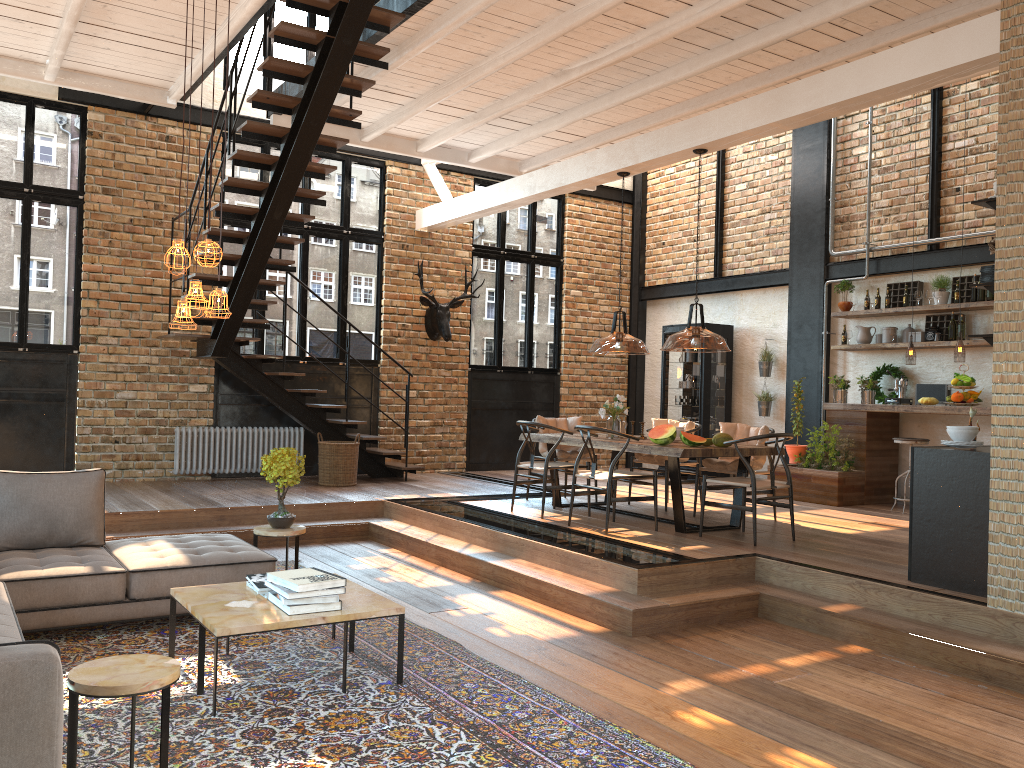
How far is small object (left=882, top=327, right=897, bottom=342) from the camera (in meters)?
9.99

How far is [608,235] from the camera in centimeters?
1367cm

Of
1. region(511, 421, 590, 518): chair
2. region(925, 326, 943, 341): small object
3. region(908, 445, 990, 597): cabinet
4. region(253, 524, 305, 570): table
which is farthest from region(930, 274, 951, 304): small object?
region(253, 524, 305, 570): table

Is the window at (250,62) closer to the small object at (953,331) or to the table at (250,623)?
the table at (250,623)

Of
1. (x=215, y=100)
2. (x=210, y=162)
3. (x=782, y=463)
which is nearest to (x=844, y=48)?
(x=782, y=463)

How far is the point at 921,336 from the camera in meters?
9.7

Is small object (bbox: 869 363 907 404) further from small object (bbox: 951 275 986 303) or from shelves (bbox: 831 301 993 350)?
small object (bbox: 951 275 986 303)

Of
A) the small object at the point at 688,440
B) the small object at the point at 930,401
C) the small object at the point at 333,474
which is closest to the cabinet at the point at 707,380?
the small object at the point at 930,401

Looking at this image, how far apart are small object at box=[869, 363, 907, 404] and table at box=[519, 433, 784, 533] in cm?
327

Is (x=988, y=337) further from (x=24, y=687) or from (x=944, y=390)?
(x=24, y=687)
